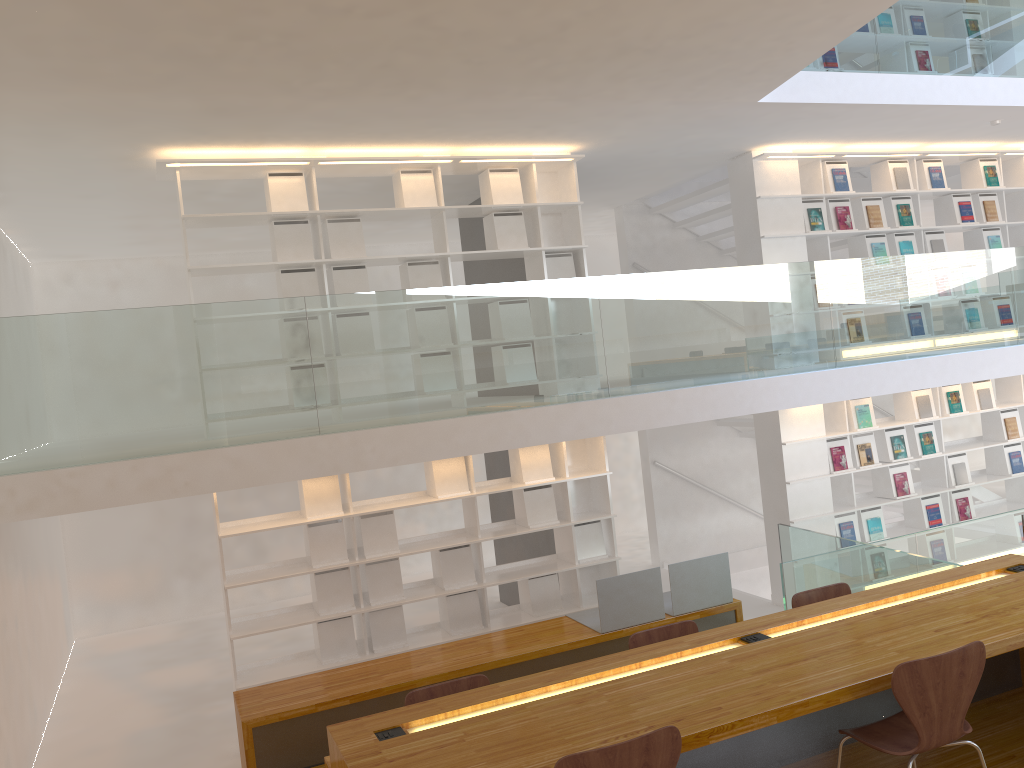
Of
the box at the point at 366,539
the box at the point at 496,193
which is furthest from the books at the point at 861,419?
the box at the point at 366,539

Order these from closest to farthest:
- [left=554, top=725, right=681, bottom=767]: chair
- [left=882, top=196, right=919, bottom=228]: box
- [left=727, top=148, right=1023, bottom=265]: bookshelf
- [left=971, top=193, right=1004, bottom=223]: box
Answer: [left=554, top=725, right=681, bottom=767]: chair
[left=727, top=148, right=1023, bottom=265]: bookshelf
[left=882, top=196, right=919, bottom=228]: box
[left=971, top=193, right=1004, bottom=223]: box

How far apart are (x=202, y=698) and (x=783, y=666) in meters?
5.3

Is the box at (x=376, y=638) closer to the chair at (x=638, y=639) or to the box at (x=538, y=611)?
the box at (x=538, y=611)

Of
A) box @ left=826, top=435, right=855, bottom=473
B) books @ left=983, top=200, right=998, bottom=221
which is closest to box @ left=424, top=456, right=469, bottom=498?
box @ left=826, top=435, right=855, bottom=473

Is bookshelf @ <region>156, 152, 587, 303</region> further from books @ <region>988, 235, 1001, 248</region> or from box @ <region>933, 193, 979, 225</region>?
books @ <region>988, 235, 1001, 248</region>

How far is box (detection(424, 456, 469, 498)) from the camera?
6.4m

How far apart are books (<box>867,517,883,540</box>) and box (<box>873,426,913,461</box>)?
0.6m

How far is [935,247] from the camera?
8.10m

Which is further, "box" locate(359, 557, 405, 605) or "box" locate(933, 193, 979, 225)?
"box" locate(933, 193, 979, 225)
